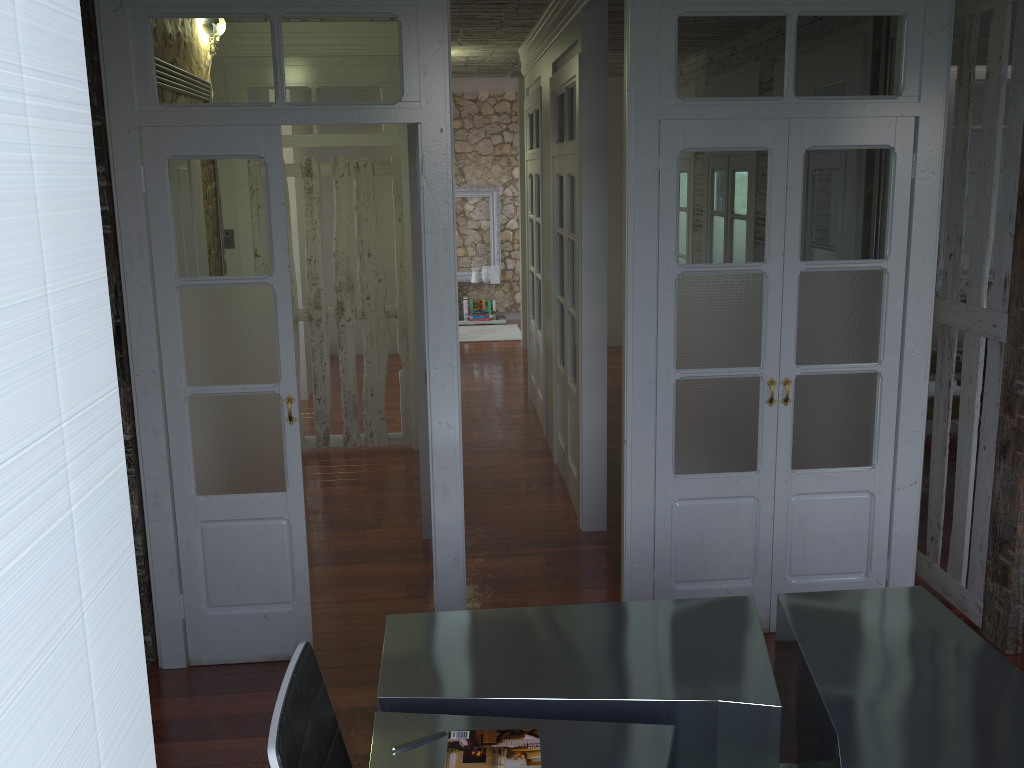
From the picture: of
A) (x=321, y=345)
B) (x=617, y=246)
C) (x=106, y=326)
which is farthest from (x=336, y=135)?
(x=106, y=326)

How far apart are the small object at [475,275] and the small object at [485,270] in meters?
→ 0.1 m

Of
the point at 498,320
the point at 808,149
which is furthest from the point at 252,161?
the point at 498,320

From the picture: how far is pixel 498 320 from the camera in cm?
1163

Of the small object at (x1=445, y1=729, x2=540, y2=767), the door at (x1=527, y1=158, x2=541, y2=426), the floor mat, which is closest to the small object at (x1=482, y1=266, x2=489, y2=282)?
the floor mat

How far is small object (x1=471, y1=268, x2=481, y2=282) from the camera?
11.6m

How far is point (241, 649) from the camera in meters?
3.7

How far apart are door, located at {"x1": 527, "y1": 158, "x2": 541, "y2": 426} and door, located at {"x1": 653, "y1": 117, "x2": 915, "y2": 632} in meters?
3.4 m

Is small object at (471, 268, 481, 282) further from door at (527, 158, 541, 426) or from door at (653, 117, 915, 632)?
door at (653, 117, 915, 632)

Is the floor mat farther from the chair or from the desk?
the chair
